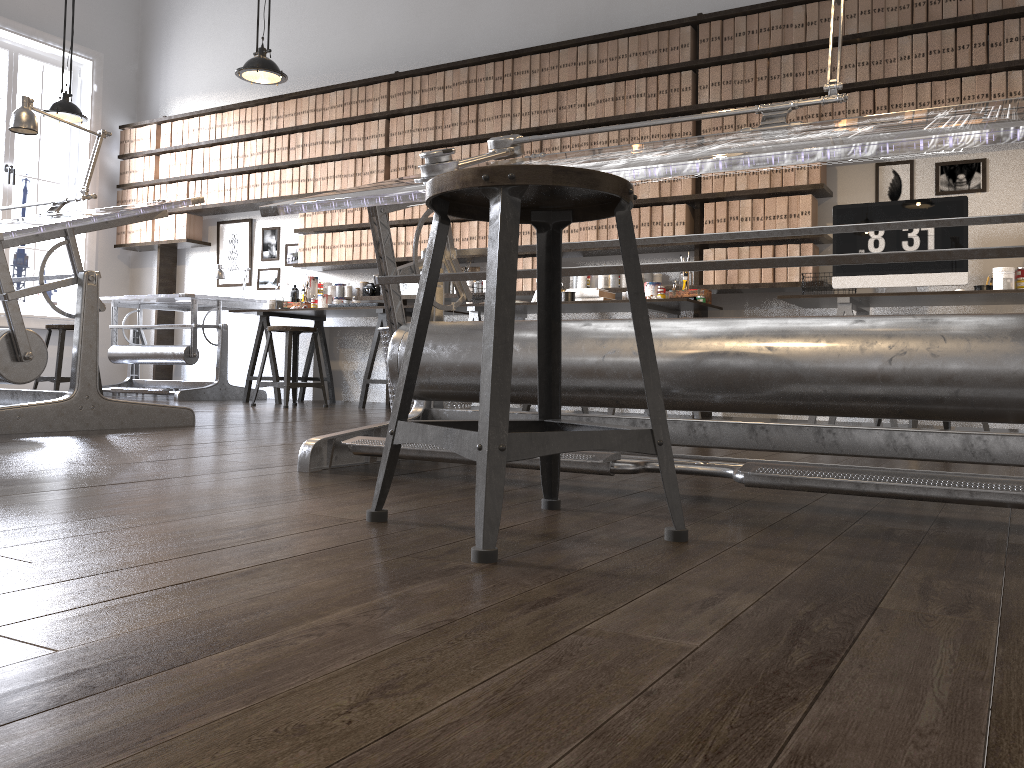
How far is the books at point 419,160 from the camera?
6.3m

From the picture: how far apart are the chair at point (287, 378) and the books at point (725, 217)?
2.62m

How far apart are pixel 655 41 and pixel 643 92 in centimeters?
31cm

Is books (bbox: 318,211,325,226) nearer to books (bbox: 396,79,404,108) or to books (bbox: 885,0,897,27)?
books (bbox: 396,79,404,108)

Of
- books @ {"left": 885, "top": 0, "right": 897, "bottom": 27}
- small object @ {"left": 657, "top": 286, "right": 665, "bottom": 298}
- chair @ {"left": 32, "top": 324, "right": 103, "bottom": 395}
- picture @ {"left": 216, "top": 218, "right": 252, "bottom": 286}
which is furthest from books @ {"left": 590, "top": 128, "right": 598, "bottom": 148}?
chair @ {"left": 32, "top": 324, "right": 103, "bottom": 395}

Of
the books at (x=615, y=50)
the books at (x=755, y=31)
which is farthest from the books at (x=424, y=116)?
the books at (x=755, y=31)

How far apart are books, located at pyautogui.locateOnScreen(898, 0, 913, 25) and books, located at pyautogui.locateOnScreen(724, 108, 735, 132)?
1.0 meters

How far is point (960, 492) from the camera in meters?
1.4 m

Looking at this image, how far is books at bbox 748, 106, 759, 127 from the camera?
5.1 meters

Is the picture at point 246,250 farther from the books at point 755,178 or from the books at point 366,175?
the books at point 755,178
